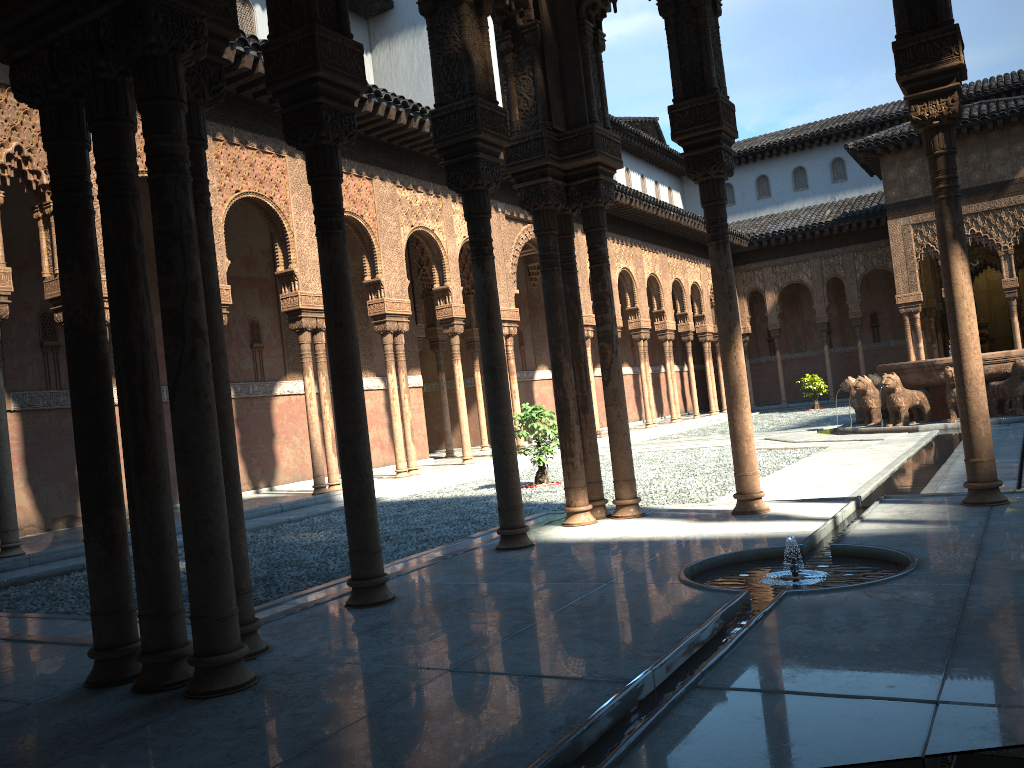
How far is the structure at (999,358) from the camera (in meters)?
15.45

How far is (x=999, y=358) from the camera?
15.5m

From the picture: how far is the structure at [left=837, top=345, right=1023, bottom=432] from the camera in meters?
15.5
